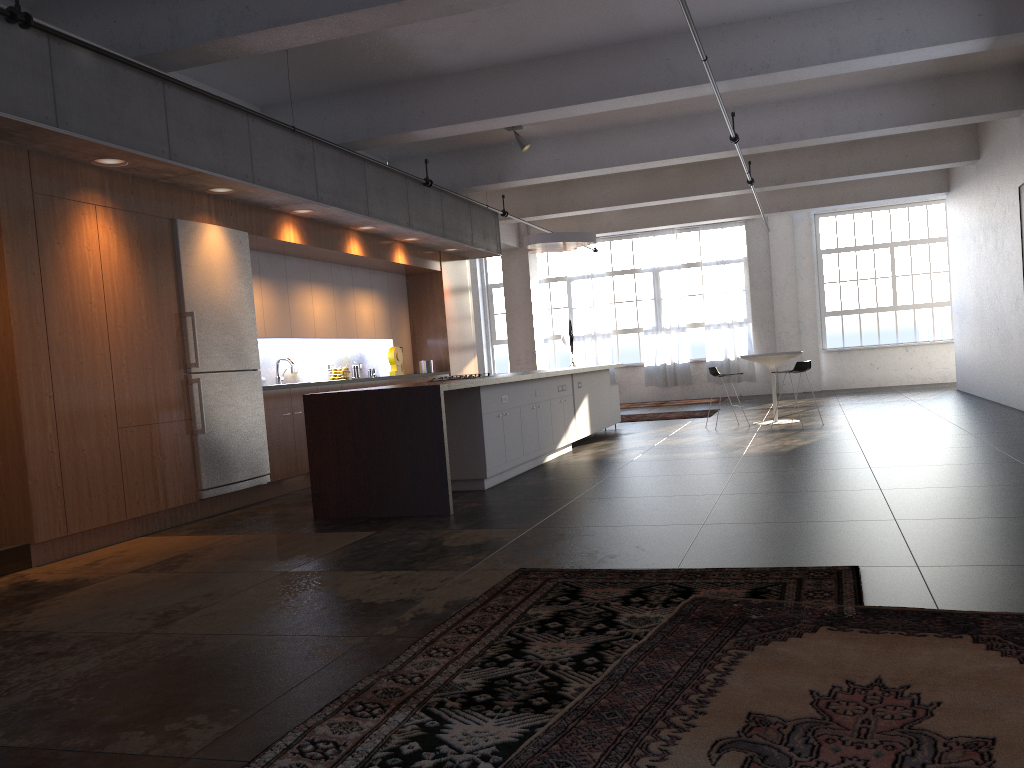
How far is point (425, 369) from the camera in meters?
12.1 m

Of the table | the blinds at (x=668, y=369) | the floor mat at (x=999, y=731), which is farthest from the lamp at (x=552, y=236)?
the floor mat at (x=999, y=731)

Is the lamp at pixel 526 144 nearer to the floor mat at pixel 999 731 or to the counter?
the counter

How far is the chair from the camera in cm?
1171

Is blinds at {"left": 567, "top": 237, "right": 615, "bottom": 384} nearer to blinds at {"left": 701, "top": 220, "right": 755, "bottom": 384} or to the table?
blinds at {"left": 701, "top": 220, "right": 755, "bottom": 384}

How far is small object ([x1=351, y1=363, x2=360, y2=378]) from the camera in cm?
1109

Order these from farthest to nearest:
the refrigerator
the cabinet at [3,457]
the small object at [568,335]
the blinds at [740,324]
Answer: the blinds at [740,324] < the small object at [568,335] < the refrigerator < the cabinet at [3,457]

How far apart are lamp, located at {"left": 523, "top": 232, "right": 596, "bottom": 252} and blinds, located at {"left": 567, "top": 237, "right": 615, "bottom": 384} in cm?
745

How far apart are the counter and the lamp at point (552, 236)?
2.5m

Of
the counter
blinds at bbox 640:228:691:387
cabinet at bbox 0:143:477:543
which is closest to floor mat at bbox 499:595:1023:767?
the counter
